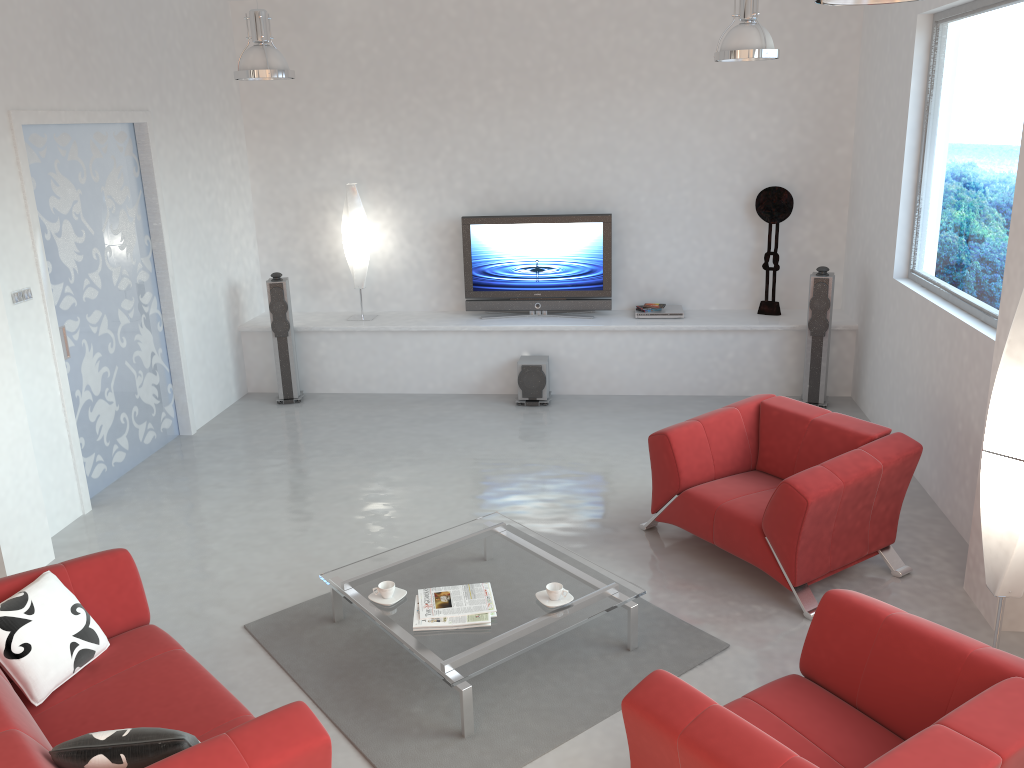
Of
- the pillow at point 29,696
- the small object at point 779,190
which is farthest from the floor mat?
the small object at point 779,190

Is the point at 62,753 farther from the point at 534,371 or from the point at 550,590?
the point at 534,371

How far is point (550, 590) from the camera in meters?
4.0

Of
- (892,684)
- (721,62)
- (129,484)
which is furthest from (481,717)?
(721,62)

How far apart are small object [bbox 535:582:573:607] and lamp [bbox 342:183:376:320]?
4.8m

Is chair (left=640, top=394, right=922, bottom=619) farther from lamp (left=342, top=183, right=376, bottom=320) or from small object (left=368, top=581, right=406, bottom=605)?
lamp (left=342, top=183, right=376, bottom=320)

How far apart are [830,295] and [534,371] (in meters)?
2.50

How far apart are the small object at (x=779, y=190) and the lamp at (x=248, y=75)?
4.2 meters

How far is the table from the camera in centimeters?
370cm

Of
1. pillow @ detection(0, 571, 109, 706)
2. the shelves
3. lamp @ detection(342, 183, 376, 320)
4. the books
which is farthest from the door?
the books
